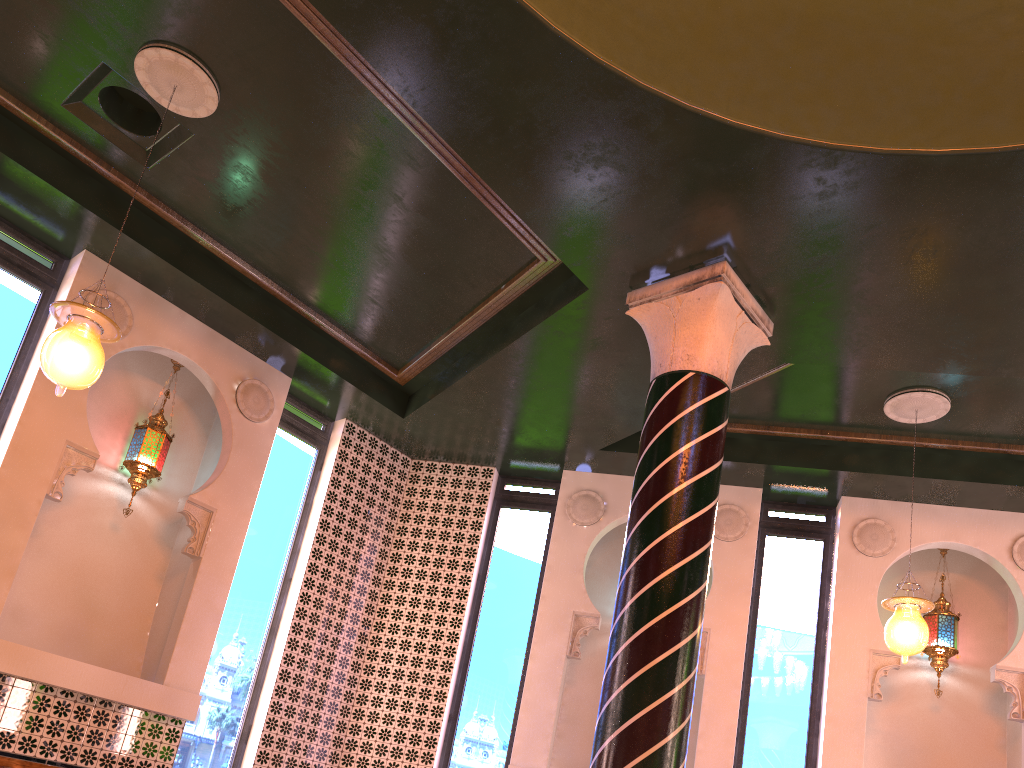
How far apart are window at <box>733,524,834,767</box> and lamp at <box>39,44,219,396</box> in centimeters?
622cm

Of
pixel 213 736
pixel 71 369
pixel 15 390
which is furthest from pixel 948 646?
pixel 15 390

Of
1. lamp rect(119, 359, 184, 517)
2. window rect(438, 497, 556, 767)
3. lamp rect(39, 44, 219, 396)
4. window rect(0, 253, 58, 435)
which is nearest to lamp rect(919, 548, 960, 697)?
window rect(438, 497, 556, 767)

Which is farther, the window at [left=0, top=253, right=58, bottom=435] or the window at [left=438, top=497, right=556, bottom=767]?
the window at [left=438, top=497, right=556, bottom=767]

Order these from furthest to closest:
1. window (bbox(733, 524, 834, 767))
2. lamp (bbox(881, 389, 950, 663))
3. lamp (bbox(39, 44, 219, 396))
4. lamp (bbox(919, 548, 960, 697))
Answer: lamp (bbox(919, 548, 960, 697)) → window (bbox(733, 524, 834, 767)) → lamp (bbox(881, 389, 950, 663)) → lamp (bbox(39, 44, 219, 396))

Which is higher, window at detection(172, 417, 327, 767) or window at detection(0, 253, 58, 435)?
window at detection(0, 253, 58, 435)

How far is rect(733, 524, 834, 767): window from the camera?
7.9 meters

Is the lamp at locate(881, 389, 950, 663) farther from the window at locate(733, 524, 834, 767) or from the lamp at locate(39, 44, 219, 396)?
the lamp at locate(39, 44, 219, 396)

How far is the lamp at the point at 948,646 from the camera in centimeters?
803cm

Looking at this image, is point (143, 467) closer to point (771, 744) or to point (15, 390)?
point (15, 390)
